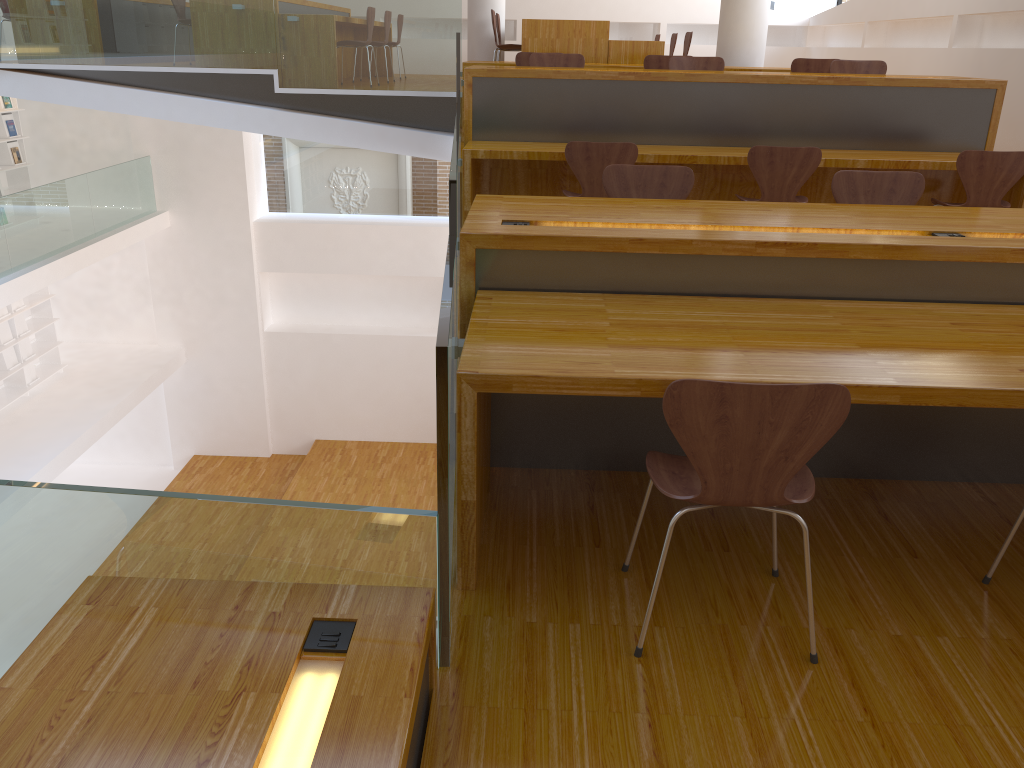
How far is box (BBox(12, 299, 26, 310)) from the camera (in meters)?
11.10

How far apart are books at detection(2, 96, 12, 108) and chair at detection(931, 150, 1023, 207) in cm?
1054

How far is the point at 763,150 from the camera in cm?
468

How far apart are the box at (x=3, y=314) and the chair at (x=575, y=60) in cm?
799

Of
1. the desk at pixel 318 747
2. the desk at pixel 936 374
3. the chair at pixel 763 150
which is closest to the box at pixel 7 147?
the chair at pixel 763 150

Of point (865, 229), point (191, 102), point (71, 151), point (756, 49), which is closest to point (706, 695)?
point (865, 229)

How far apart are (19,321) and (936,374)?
11.6 meters

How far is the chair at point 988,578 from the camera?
2.4 meters

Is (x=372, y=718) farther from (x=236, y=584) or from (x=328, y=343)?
(x=328, y=343)

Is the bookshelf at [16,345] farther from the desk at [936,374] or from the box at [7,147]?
the desk at [936,374]
